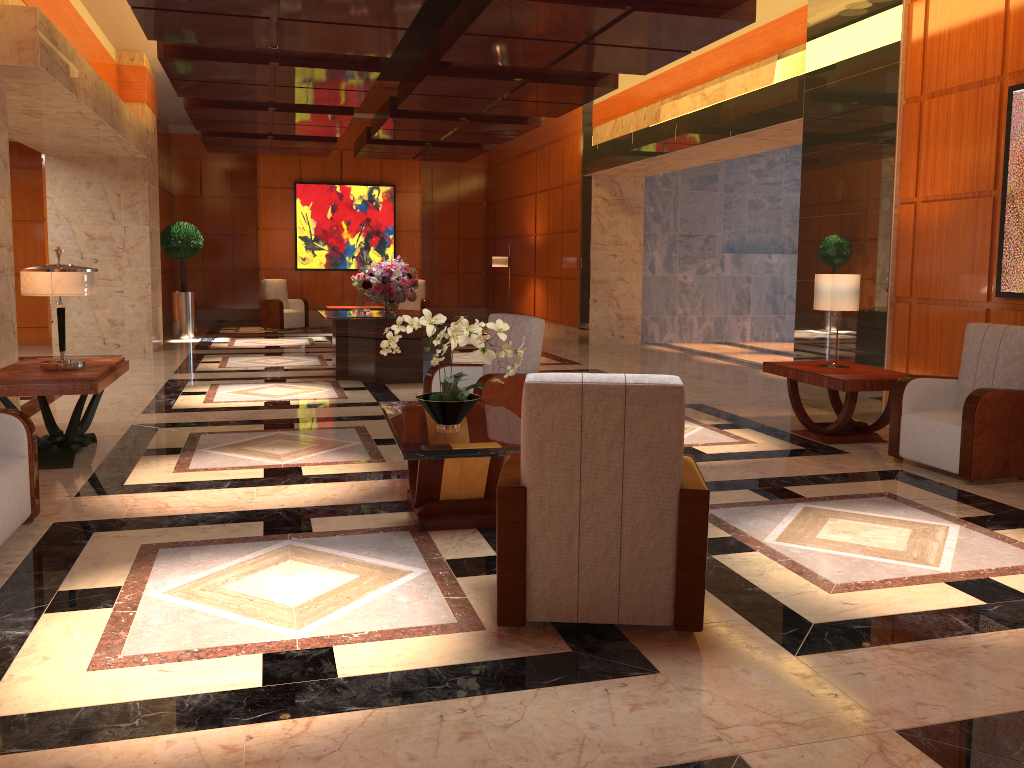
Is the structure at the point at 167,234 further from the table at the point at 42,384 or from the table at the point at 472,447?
the table at the point at 472,447

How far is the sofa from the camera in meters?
4.0 m

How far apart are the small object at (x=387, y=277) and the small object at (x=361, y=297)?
5.05m

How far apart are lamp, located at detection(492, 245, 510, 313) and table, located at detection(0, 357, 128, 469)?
10.6 meters

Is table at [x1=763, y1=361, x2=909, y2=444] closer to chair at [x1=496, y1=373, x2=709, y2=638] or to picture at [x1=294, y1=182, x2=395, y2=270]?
chair at [x1=496, y1=373, x2=709, y2=638]

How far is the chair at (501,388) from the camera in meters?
5.9

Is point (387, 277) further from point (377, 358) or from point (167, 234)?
point (167, 234)

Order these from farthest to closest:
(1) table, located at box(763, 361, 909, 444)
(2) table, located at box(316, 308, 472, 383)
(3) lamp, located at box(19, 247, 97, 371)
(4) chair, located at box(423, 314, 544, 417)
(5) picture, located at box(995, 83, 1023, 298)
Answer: (2) table, located at box(316, 308, 472, 383), (1) table, located at box(763, 361, 909, 444), (5) picture, located at box(995, 83, 1023, 298), (4) chair, located at box(423, 314, 544, 417), (3) lamp, located at box(19, 247, 97, 371)

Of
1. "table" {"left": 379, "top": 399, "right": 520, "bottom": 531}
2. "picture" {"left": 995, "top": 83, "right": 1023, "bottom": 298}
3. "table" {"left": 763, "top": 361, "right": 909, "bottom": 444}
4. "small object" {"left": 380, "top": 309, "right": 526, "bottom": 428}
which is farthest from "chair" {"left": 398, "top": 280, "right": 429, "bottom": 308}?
"small object" {"left": 380, "top": 309, "right": 526, "bottom": 428}

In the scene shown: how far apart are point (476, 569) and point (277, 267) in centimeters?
1462cm
